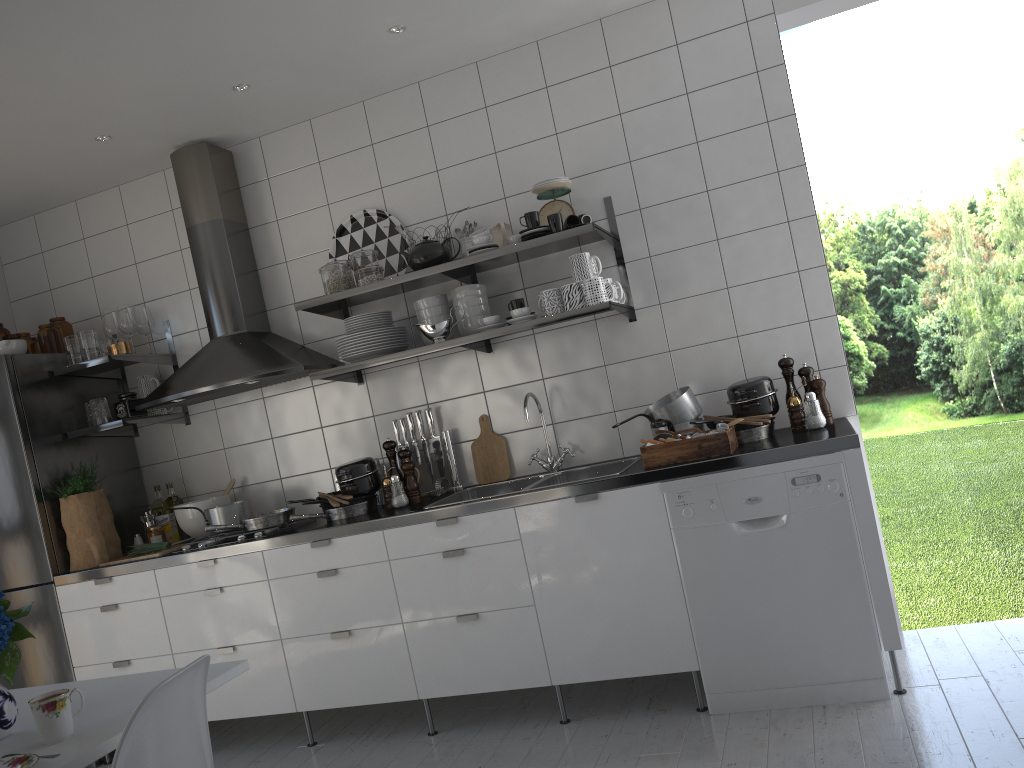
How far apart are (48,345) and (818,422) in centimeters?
336cm

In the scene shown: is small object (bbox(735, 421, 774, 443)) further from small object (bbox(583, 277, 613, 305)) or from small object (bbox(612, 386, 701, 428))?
small object (bbox(583, 277, 613, 305))

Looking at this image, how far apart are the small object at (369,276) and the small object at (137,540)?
1.64m

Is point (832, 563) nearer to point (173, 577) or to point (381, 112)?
point (173, 577)

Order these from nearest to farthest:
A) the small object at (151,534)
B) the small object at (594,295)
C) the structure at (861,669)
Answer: the structure at (861,669), the small object at (594,295), the small object at (151,534)

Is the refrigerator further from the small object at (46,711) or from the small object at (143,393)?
the small object at (46,711)

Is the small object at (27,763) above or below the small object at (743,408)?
below

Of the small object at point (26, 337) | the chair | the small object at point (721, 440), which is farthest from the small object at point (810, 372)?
the small object at point (26, 337)

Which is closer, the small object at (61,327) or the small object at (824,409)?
the small object at (824,409)

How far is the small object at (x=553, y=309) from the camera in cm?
330
